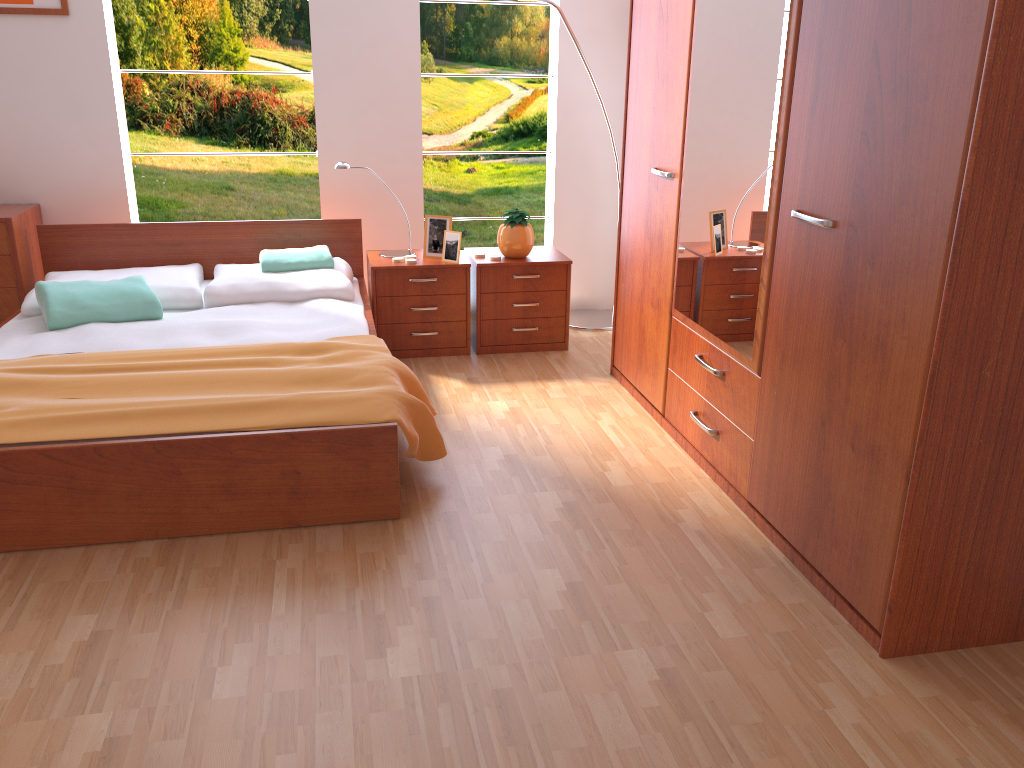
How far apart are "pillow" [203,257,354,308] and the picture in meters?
1.3 m

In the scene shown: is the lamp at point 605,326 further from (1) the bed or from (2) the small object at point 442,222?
(1) the bed

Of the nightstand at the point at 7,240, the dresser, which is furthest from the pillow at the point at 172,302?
the dresser

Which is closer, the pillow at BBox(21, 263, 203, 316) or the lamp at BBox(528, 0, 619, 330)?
the pillow at BBox(21, 263, 203, 316)

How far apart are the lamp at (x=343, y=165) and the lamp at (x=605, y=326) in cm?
96

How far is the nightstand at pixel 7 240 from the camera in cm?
379

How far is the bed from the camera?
2.4 meters

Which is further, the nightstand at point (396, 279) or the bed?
the nightstand at point (396, 279)

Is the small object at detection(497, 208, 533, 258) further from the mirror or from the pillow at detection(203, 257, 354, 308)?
the mirror

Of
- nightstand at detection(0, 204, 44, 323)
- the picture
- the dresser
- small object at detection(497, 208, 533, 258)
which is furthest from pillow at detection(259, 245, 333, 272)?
the picture
